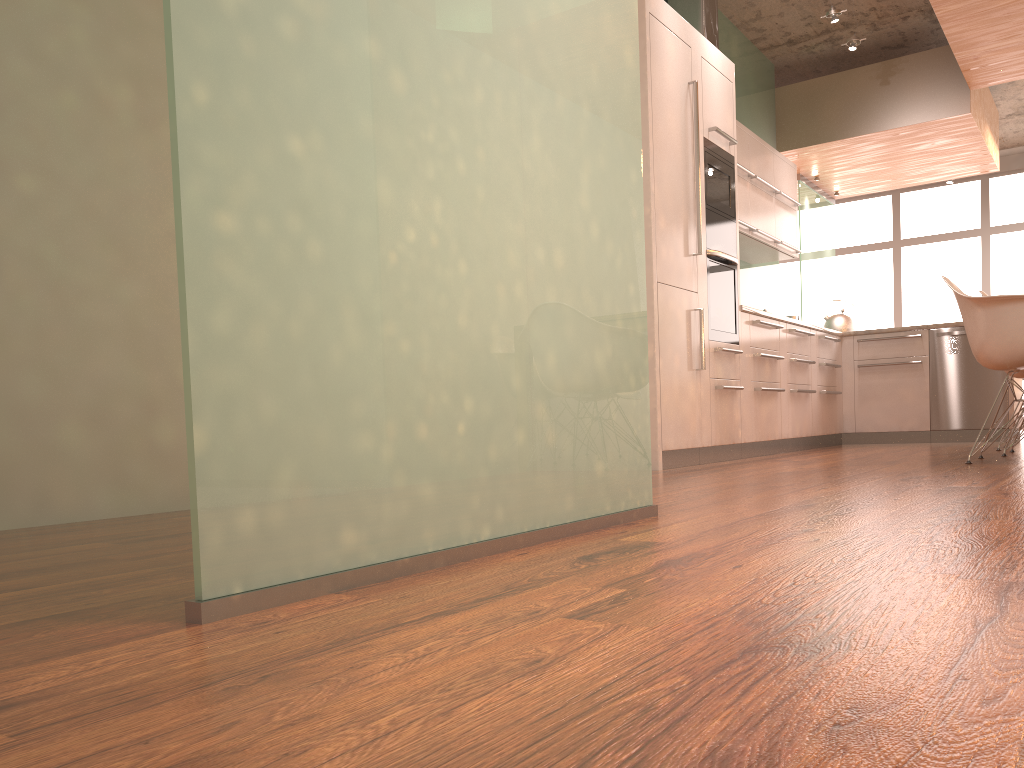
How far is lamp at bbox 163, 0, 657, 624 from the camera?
1.14m

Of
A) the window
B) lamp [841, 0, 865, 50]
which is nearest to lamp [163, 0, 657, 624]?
lamp [841, 0, 865, 50]

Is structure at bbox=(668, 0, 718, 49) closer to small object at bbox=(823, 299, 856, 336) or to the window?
small object at bbox=(823, 299, 856, 336)

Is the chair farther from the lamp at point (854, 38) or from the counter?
the lamp at point (854, 38)

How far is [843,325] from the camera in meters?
7.3 m

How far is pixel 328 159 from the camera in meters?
1.3 m

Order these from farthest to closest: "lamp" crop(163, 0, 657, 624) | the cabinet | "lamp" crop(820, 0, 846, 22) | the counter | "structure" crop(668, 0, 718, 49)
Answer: "lamp" crop(820, 0, 846, 22) < "structure" crop(668, 0, 718, 49) < the counter < the cabinet < "lamp" crop(163, 0, 657, 624)

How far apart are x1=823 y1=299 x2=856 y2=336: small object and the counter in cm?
201

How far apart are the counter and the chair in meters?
1.4

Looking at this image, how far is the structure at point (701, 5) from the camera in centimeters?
603cm
